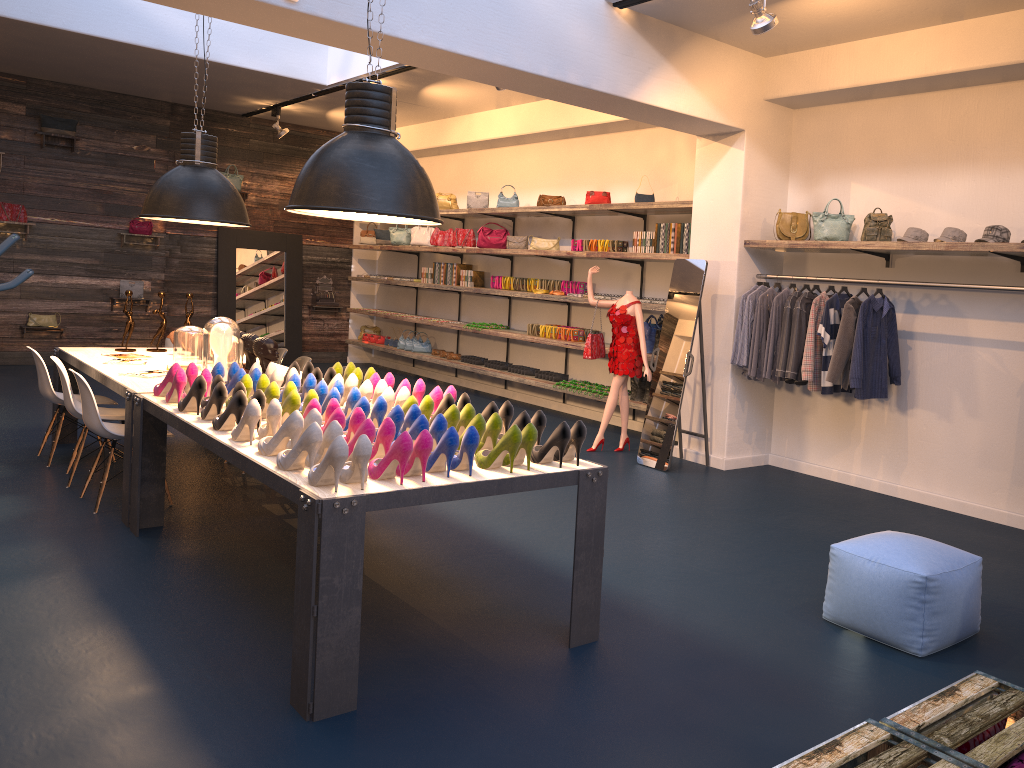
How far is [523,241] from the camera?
10.2m

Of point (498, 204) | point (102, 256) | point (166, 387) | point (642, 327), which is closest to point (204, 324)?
point (102, 256)

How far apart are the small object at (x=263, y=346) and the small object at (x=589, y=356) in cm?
302

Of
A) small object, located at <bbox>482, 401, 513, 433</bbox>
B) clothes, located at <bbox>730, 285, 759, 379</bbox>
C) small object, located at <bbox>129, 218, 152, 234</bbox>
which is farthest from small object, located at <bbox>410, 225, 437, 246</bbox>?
small object, located at <bbox>482, 401, 513, 433</bbox>

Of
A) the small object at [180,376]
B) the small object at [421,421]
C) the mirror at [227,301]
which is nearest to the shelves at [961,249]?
the mirror at [227,301]

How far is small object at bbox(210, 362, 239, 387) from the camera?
5.0m

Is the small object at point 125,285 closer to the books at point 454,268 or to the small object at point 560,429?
the books at point 454,268

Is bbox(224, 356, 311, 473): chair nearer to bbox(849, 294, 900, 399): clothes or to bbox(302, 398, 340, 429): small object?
bbox(302, 398, 340, 429): small object

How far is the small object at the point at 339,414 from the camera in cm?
365

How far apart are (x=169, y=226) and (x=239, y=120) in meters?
1.9
